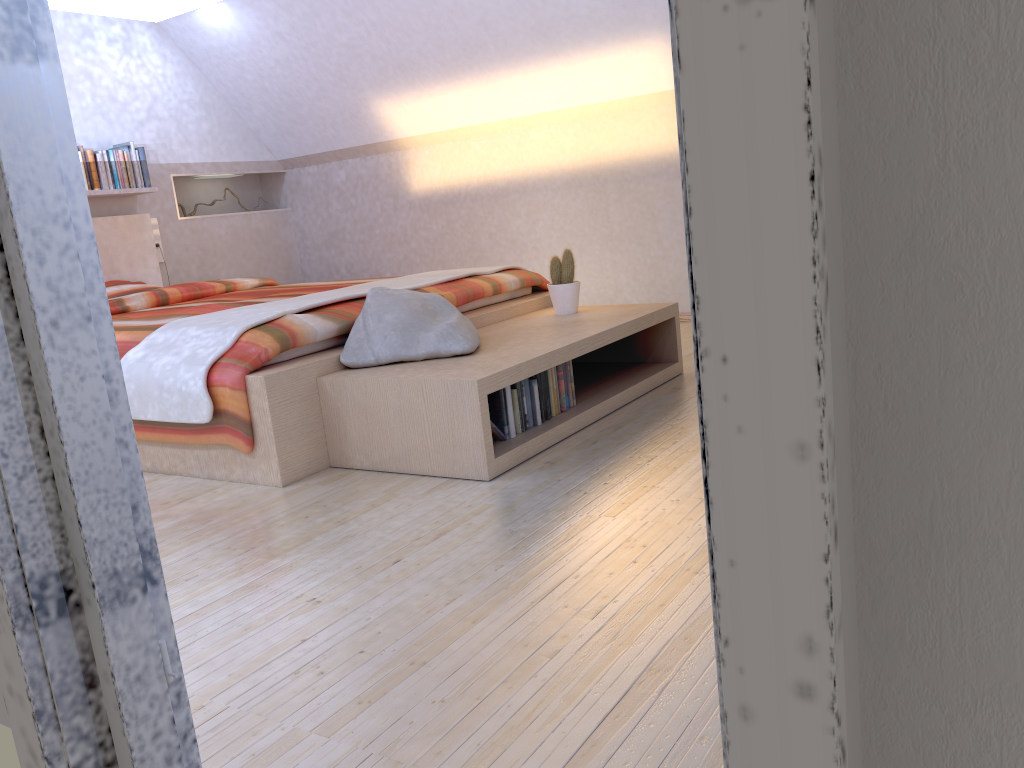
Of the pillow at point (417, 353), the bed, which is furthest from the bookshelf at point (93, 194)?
the pillow at point (417, 353)

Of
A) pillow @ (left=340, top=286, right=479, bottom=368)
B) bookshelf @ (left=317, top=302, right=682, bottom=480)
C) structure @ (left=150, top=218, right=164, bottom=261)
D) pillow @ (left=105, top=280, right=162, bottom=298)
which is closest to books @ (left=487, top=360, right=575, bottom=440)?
bookshelf @ (left=317, top=302, right=682, bottom=480)

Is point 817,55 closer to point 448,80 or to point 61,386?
point 61,386

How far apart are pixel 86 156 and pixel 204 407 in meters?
3.2

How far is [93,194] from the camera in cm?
520

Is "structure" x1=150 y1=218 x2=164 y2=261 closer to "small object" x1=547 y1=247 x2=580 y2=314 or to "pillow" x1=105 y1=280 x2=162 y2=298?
"pillow" x1=105 y1=280 x2=162 y2=298

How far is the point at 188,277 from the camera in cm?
602

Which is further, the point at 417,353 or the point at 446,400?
the point at 417,353

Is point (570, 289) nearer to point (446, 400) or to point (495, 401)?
point (495, 401)

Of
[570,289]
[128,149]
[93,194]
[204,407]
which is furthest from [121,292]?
[570,289]
